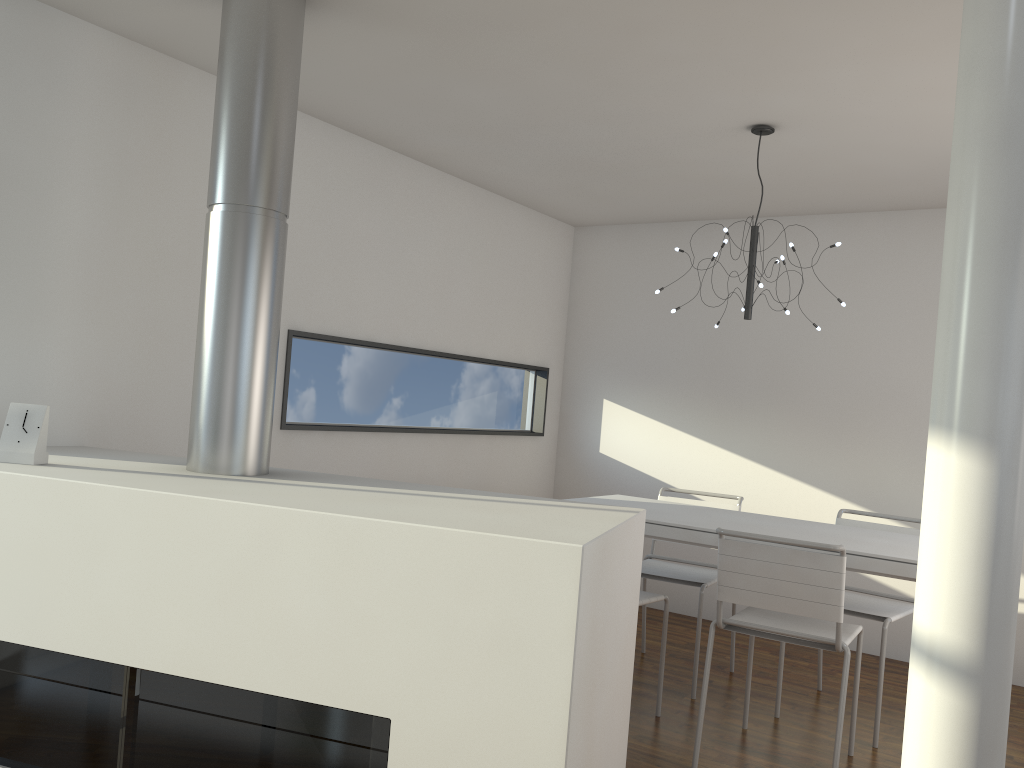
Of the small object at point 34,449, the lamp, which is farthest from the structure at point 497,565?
the lamp

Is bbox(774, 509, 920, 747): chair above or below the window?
below

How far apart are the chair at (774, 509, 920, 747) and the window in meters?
1.9

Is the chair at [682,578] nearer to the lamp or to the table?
the table

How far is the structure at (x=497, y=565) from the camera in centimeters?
168cm

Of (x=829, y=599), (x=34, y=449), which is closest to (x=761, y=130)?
(x=829, y=599)

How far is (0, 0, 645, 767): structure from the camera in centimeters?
168cm

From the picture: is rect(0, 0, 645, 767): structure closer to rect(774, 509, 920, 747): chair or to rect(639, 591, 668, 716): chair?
rect(639, 591, 668, 716): chair

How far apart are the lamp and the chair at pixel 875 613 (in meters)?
1.00

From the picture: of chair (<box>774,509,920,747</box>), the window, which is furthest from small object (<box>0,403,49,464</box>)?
chair (<box>774,509,920,747</box>)
